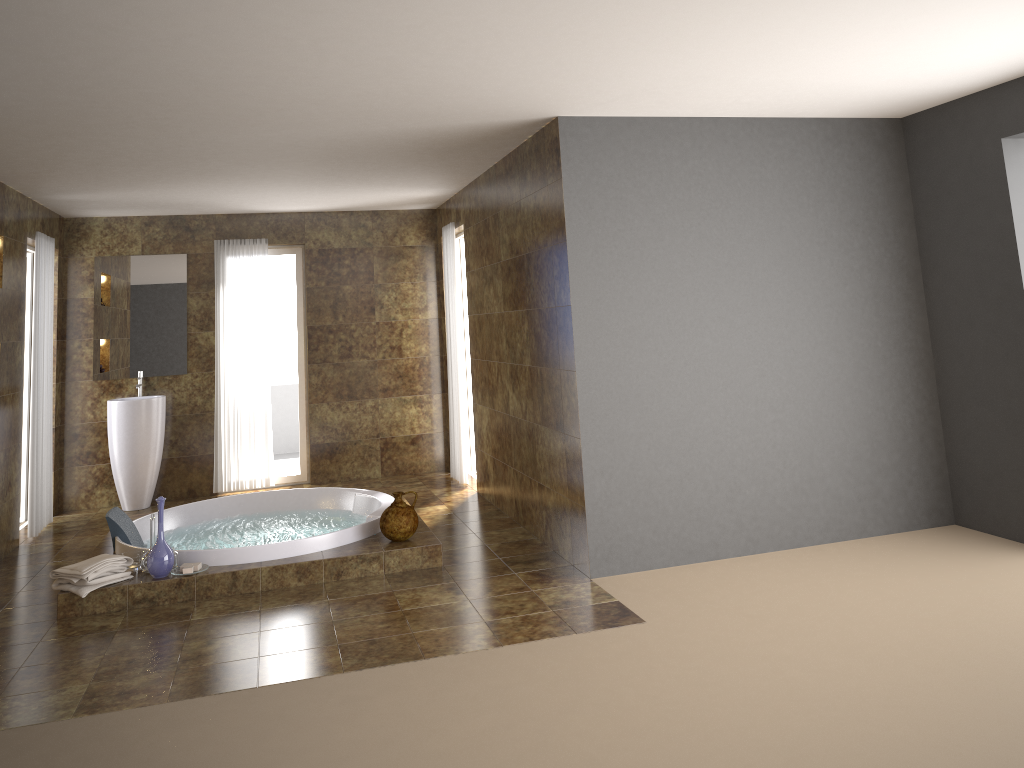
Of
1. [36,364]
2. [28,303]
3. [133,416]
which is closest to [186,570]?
[36,364]

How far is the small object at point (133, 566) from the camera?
5.1 meters

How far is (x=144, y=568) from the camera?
5.0 meters

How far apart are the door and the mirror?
0.5 meters

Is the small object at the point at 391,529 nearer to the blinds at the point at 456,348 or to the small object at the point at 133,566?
the small object at the point at 133,566

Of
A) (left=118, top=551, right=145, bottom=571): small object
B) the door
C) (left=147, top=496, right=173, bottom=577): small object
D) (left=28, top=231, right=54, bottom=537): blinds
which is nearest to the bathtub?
(left=118, top=551, right=145, bottom=571): small object

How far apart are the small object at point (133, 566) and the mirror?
3.0 meters

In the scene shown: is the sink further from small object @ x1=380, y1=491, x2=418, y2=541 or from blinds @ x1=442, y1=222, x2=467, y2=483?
small object @ x1=380, y1=491, x2=418, y2=541

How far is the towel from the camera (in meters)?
4.69

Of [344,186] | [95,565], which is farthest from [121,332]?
[95,565]
